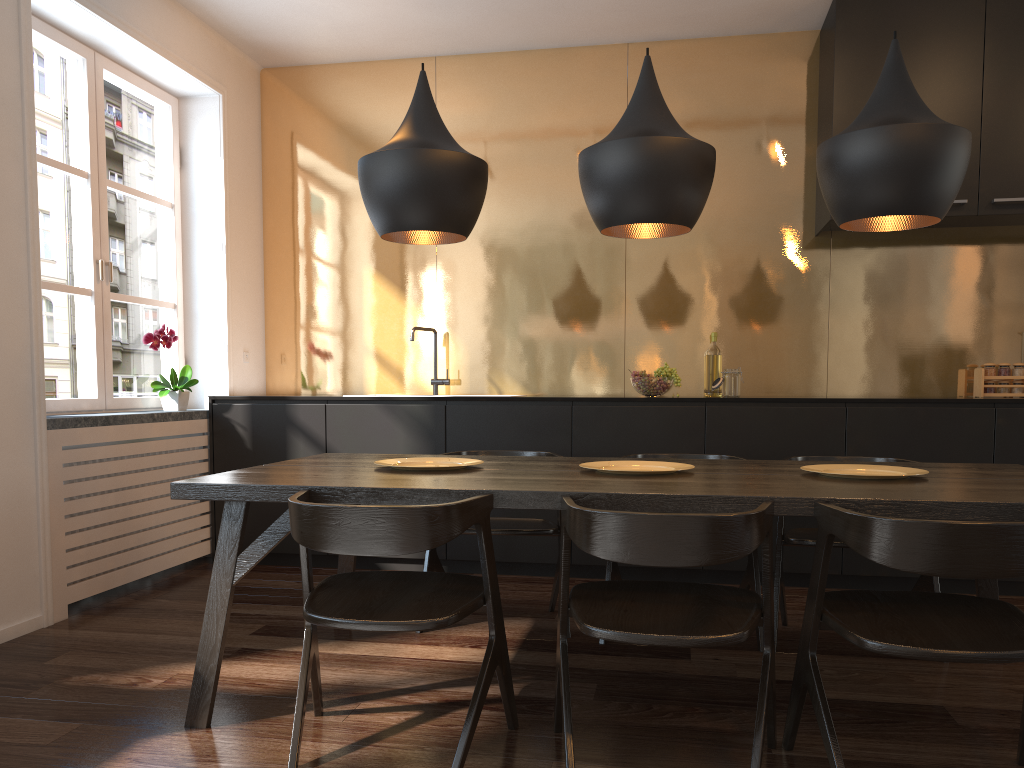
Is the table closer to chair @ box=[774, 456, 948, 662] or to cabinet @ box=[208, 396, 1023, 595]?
chair @ box=[774, 456, 948, 662]

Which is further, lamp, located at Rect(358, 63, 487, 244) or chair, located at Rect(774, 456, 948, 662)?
chair, located at Rect(774, 456, 948, 662)

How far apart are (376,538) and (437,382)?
3.0m

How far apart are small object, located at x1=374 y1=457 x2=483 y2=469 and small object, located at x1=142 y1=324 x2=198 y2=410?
1.9m

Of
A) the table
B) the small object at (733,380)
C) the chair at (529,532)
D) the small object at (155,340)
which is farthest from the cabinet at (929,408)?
the table

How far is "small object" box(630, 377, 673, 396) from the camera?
4.33m

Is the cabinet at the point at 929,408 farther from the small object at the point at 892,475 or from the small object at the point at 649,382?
the small object at the point at 892,475

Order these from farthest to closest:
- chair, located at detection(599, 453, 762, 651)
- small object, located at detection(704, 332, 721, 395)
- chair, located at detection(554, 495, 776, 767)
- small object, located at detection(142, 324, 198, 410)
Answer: small object, located at detection(704, 332, 721, 395) < small object, located at detection(142, 324, 198, 410) < chair, located at detection(599, 453, 762, 651) < chair, located at detection(554, 495, 776, 767)

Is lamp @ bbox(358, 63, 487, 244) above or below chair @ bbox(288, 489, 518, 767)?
above

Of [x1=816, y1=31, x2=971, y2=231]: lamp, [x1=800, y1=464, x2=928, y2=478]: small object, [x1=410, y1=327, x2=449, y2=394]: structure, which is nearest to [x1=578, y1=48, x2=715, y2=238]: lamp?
[x1=816, y1=31, x2=971, y2=231]: lamp
